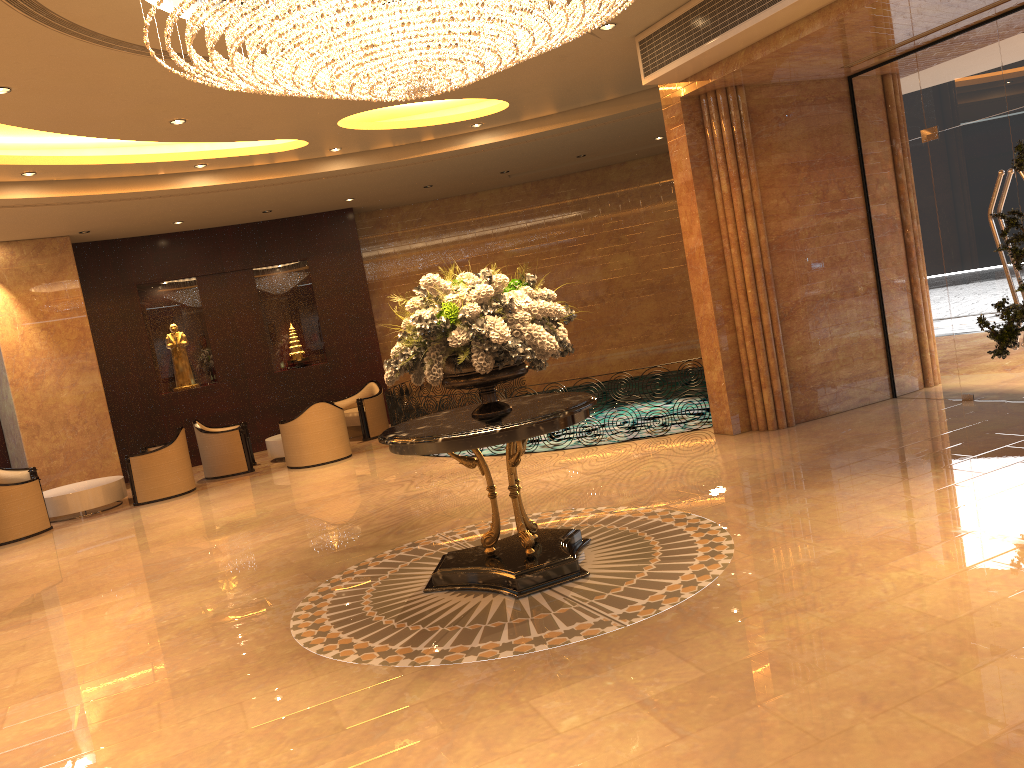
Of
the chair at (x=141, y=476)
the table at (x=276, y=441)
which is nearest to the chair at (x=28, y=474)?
the chair at (x=141, y=476)

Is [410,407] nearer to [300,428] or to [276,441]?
[300,428]

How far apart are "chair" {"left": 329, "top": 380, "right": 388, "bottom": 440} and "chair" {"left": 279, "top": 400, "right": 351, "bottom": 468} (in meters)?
1.57

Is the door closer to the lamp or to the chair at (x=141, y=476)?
the lamp

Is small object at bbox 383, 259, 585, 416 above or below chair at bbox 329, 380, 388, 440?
above

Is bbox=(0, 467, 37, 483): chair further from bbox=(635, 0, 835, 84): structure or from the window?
the window

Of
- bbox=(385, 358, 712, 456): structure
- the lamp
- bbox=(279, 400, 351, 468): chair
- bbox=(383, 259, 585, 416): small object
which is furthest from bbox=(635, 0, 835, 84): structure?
bbox=(279, 400, 351, 468): chair

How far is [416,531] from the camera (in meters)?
7.66

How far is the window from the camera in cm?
811

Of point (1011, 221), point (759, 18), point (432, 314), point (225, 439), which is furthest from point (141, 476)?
point (1011, 221)
